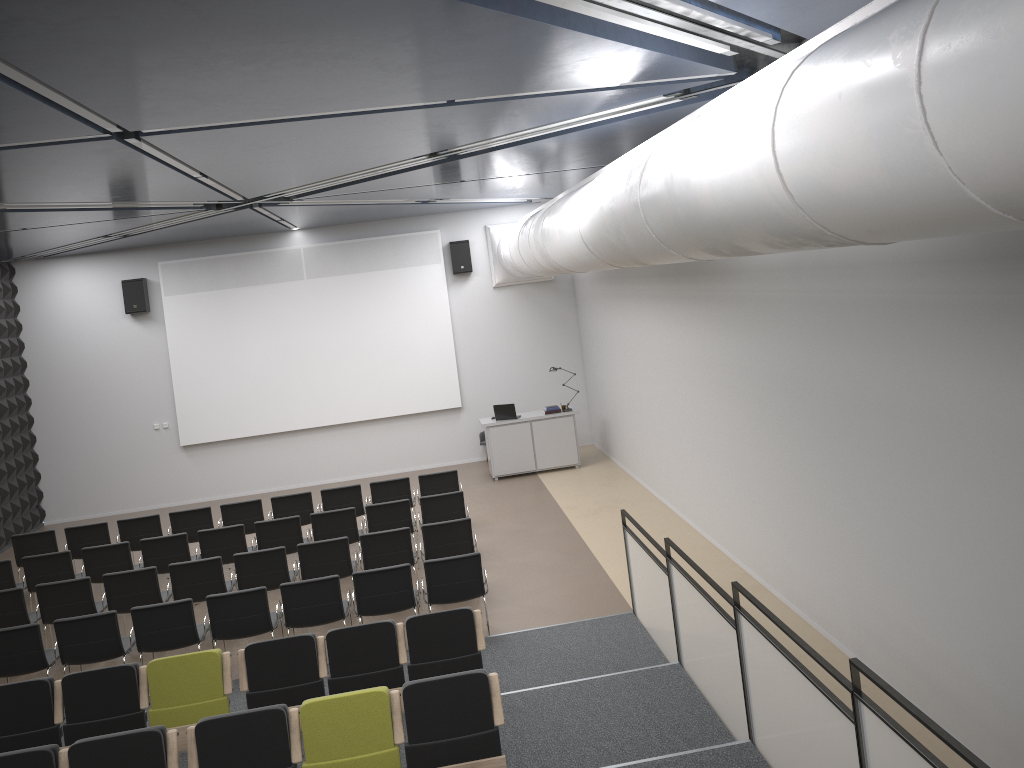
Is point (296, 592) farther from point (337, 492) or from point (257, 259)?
point (257, 259)

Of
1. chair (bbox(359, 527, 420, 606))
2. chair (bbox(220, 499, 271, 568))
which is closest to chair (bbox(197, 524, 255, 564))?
chair (bbox(220, 499, 271, 568))

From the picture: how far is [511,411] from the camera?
15.5m

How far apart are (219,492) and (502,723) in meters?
12.5

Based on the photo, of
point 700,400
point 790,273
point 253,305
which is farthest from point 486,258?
point 790,273

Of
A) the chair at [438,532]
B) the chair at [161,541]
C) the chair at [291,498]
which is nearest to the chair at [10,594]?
the chair at [161,541]

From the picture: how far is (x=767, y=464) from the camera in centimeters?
872cm

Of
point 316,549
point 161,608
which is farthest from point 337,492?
point 161,608

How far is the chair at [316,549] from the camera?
9.75m

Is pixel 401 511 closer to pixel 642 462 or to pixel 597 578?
pixel 597 578
